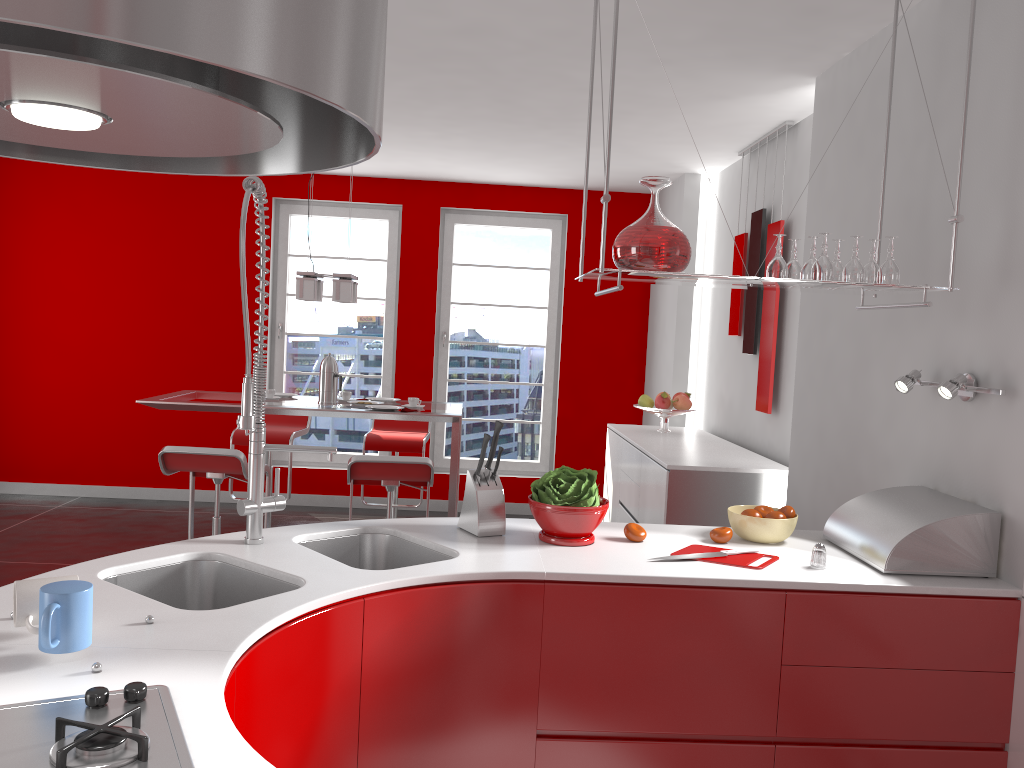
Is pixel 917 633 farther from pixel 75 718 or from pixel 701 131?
pixel 701 131

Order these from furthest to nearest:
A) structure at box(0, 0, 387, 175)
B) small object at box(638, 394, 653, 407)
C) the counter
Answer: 1. small object at box(638, 394, 653, 407)
2. the counter
3. structure at box(0, 0, 387, 175)

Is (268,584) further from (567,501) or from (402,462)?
(402,462)

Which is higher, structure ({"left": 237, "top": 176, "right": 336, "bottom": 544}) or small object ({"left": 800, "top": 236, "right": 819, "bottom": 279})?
small object ({"left": 800, "top": 236, "right": 819, "bottom": 279})

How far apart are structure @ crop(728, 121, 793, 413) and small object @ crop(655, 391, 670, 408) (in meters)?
0.55

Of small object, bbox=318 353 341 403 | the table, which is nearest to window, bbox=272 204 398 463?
the table

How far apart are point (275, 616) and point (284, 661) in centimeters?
10cm

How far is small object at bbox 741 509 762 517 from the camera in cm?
259

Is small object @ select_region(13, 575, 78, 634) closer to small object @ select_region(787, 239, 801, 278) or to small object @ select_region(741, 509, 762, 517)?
small object @ select_region(741, 509, 762, 517)

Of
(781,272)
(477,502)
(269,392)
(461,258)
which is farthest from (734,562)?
(461,258)
